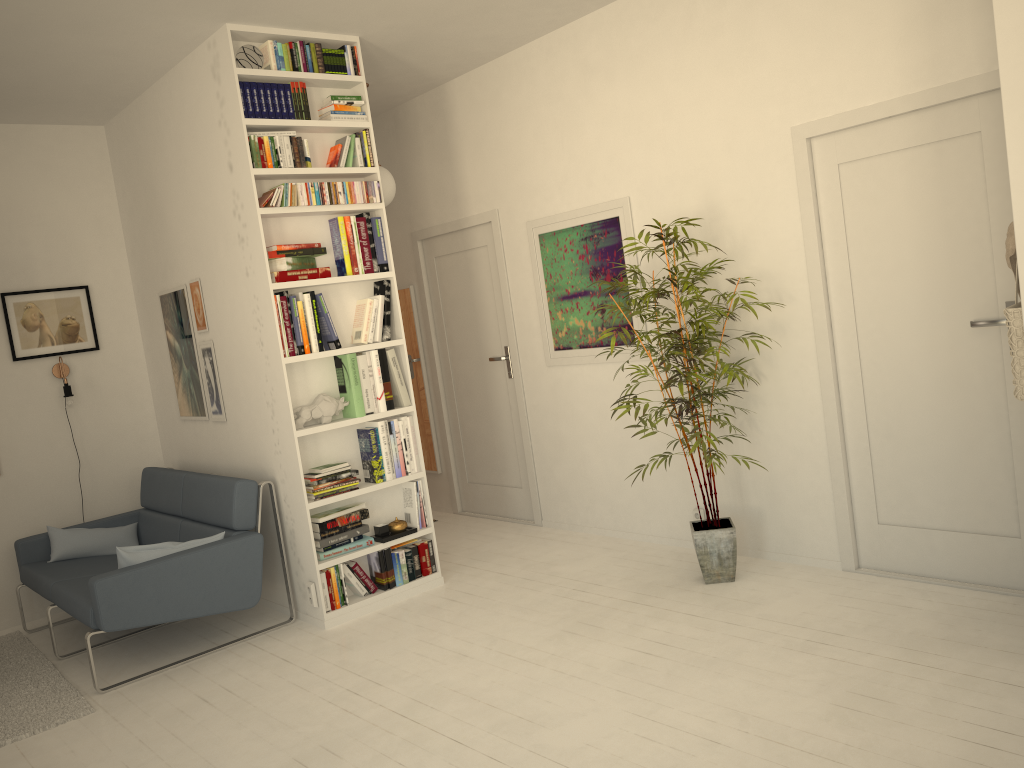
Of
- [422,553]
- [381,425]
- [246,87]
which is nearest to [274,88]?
[246,87]

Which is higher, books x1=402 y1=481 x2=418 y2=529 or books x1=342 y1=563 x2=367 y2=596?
books x1=402 y1=481 x2=418 y2=529

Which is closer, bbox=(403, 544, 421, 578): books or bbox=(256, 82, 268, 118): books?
bbox=(256, 82, 268, 118): books

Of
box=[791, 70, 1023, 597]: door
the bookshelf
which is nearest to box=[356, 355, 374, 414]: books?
the bookshelf

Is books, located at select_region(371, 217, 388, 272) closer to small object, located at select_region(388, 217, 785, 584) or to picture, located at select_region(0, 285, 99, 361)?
small object, located at select_region(388, 217, 785, 584)

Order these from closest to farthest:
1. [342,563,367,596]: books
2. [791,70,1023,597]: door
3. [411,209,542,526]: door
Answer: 1. [791,70,1023,597]: door
2. [342,563,367,596]: books
3. [411,209,542,526]: door

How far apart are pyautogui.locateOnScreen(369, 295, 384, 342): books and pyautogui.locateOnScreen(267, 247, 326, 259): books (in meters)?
0.39

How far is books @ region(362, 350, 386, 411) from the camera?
4.5m

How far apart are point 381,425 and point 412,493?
0.43m

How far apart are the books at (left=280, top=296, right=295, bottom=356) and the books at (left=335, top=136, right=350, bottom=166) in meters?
0.8 m
